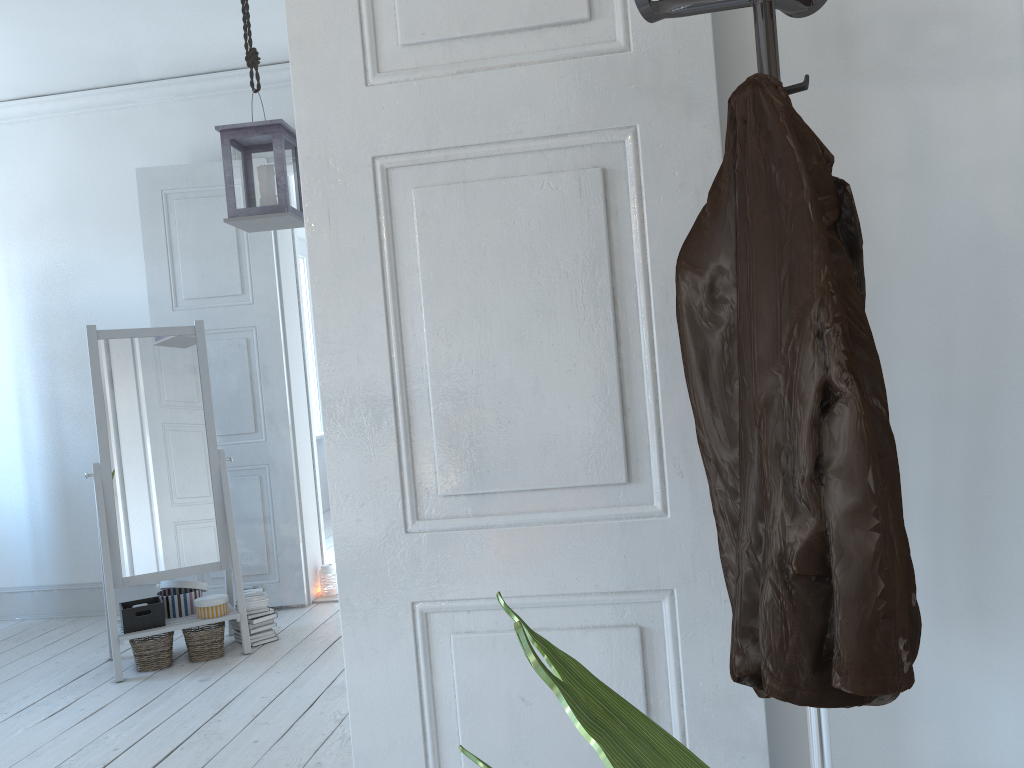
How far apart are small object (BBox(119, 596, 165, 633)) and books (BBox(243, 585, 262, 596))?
0.4m

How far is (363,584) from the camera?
1.4m

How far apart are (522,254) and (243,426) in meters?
3.5

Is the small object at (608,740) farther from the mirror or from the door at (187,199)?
the door at (187,199)

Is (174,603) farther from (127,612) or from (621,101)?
(621,101)

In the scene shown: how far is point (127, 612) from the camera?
3.71m

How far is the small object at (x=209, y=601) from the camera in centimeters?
384cm

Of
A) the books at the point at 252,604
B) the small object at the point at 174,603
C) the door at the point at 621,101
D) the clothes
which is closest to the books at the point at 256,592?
the books at the point at 252,604

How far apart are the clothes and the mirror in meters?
3.2

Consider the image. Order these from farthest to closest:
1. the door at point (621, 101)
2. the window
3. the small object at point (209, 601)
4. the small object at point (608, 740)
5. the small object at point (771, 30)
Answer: the window, the small object at point (209, 601), the door at point (621, 101), the small object at point (771, 30), the small object at point (608, 740)
